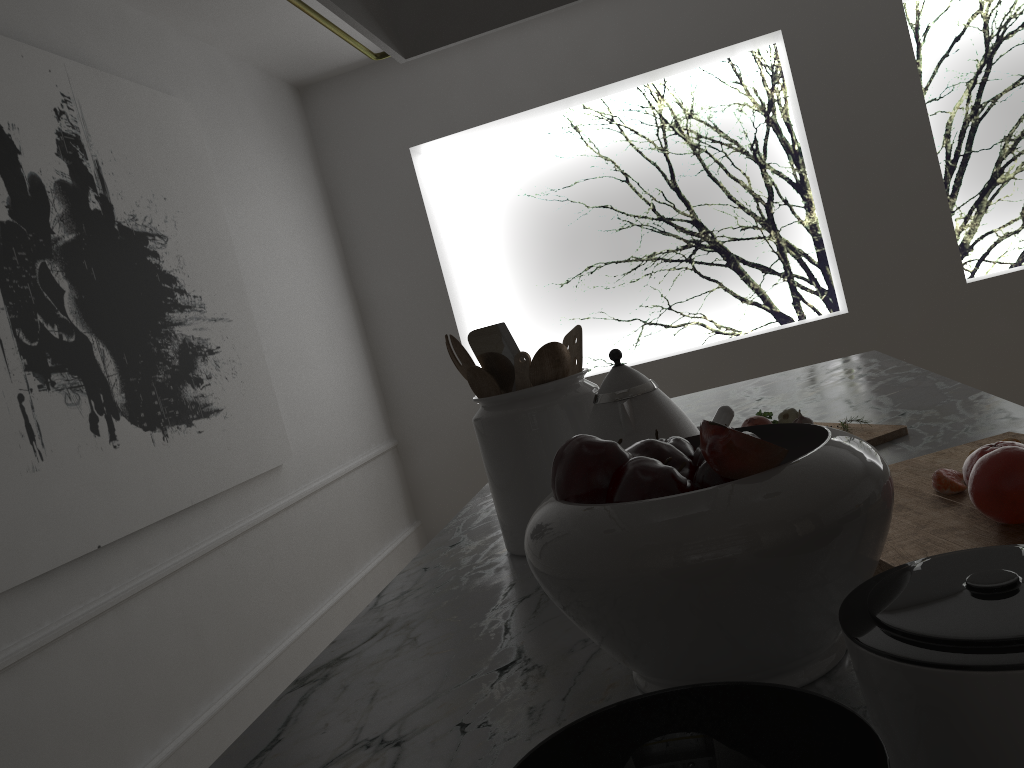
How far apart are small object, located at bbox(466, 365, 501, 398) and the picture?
1.31m

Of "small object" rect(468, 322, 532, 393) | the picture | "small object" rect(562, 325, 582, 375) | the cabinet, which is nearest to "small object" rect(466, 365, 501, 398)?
"small object" rect(468, 322, 532, 393)

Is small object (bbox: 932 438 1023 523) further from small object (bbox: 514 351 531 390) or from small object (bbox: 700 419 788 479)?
small object (bbox: 514 351 531 390)

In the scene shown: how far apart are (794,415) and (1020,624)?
1.01m

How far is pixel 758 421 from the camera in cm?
132

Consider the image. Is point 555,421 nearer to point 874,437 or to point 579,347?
point 579,347

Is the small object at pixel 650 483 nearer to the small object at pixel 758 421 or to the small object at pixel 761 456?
the small object at pixel 761 456

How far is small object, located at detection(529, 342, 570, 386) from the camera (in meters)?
1.09

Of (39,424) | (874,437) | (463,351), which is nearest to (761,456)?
(463,351)

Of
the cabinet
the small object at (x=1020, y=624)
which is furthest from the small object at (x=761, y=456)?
the cabinet
